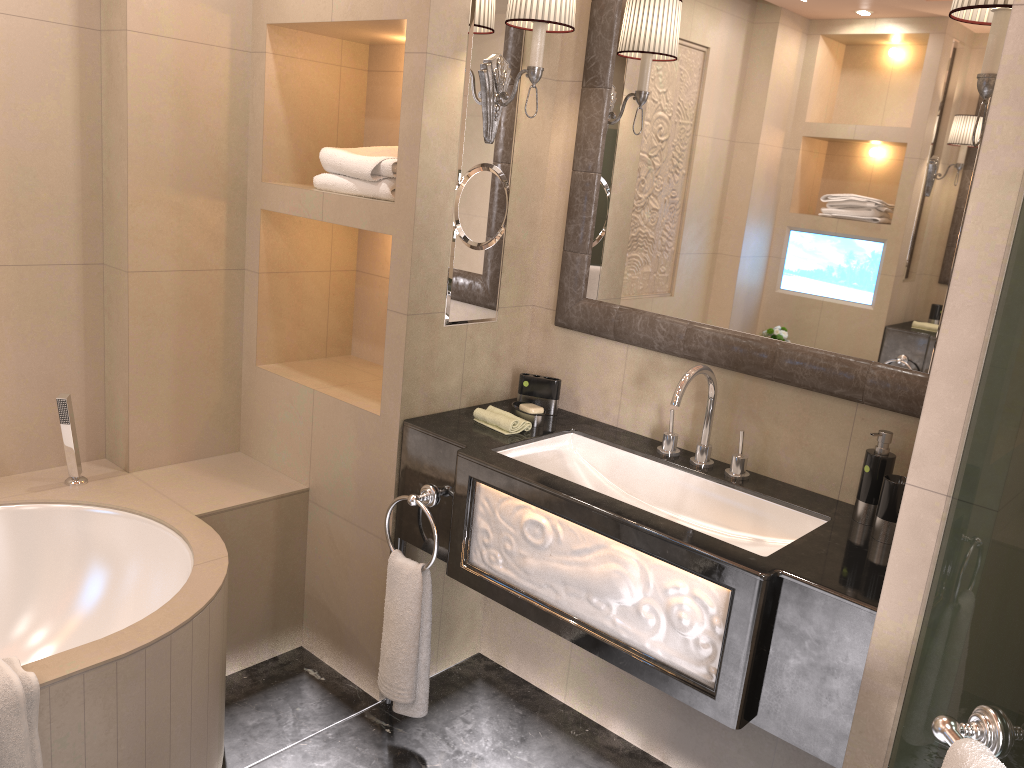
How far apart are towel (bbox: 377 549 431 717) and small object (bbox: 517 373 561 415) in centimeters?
56cm

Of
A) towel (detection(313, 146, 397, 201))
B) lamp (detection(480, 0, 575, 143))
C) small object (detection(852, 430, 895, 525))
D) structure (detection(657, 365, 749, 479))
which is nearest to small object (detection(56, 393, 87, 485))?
towel (detection(313, 146, 397, 201))

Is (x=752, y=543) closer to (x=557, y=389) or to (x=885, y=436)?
(x=885, y=436)

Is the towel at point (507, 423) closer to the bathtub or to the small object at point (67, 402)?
the bathtub

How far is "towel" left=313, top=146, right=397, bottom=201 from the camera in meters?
2.3

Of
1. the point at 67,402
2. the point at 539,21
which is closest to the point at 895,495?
the point at 539,21

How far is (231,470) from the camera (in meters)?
2.74

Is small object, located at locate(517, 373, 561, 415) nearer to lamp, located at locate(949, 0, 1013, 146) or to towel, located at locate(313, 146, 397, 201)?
towel, located at locate(313, 146, 397, 201)

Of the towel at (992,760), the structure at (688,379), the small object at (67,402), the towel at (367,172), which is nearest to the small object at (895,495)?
the structure at (688,379)

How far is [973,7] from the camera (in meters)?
1.48
